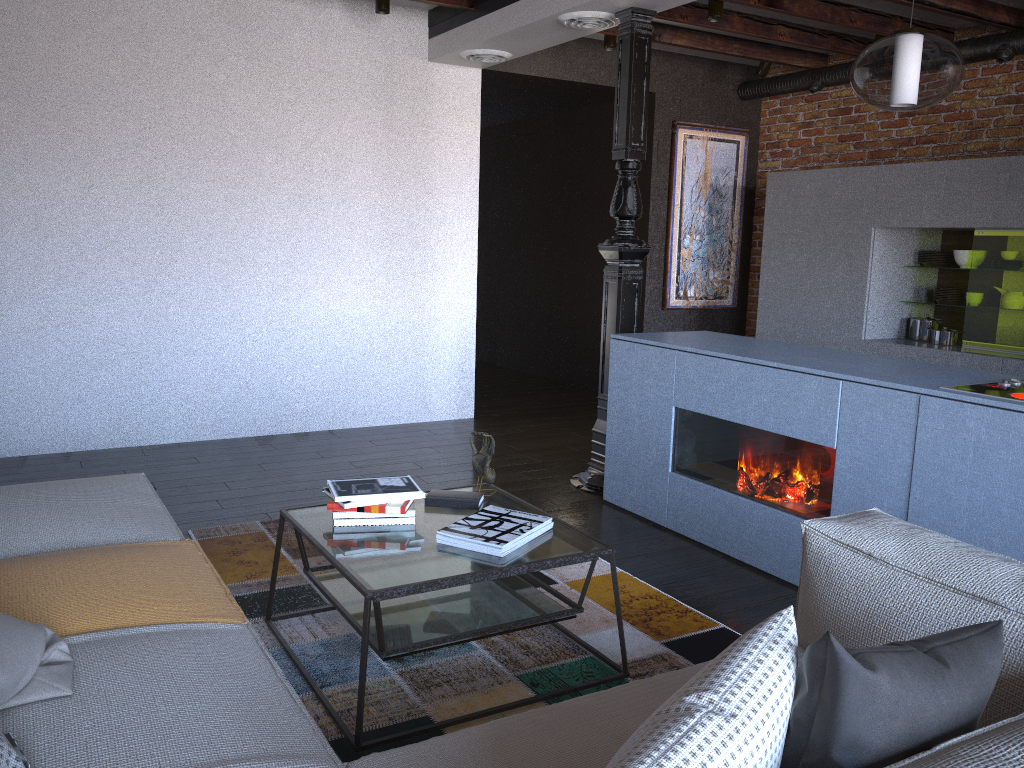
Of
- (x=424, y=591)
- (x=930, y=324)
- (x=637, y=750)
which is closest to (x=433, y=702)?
(x=424, y=591)

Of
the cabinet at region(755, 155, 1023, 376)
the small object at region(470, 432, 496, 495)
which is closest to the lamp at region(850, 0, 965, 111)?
the small object at region(470, 432, 496, 495)

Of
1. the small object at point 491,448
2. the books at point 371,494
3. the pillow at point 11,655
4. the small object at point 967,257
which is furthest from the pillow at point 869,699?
the small object at point 967,257

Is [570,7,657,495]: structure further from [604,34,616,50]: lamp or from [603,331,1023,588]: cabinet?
[604,34,616,50]: lamp

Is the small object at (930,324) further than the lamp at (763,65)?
No

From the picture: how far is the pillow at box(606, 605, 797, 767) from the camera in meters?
1.0 m

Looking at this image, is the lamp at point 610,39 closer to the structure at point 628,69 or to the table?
the structure at point 628,69

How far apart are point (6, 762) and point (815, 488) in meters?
2.7

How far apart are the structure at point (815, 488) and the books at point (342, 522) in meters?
1.5

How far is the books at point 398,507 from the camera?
2.7 meters
